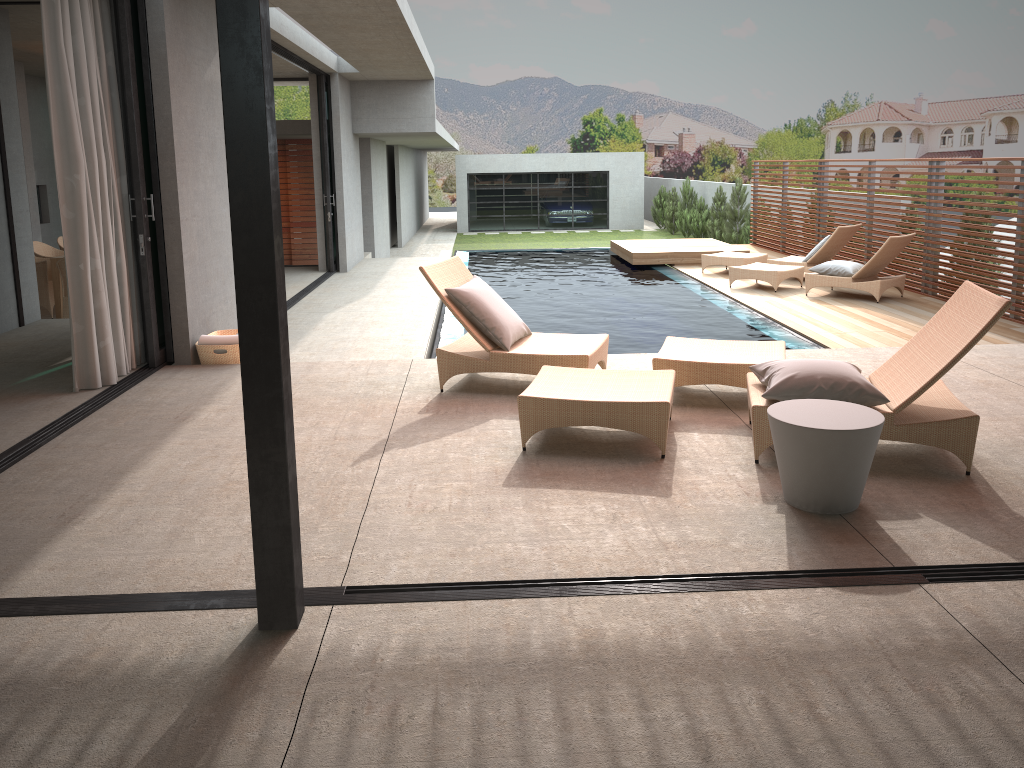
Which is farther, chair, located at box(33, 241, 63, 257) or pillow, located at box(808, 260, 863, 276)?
chair, located at box(33, 241, 63, 257)

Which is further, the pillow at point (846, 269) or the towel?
the pillow at point (846, 269)

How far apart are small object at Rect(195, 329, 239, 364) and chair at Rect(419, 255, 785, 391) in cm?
185

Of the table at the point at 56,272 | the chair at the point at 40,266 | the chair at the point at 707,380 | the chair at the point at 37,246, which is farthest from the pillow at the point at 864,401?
the chair at the point at 37,246

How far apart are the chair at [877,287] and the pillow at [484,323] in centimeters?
637cm

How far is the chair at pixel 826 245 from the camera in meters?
12.4 m

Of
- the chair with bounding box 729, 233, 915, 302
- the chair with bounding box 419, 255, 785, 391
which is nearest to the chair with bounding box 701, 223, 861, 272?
the chair with bounding box 729, 233, 915, 302

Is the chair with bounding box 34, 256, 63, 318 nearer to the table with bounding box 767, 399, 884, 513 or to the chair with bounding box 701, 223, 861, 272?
the chair with bounding box 701, 223, 861, 272

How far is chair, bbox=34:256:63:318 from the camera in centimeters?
1032cm

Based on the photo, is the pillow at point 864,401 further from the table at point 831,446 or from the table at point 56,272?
the table at point 56,272
